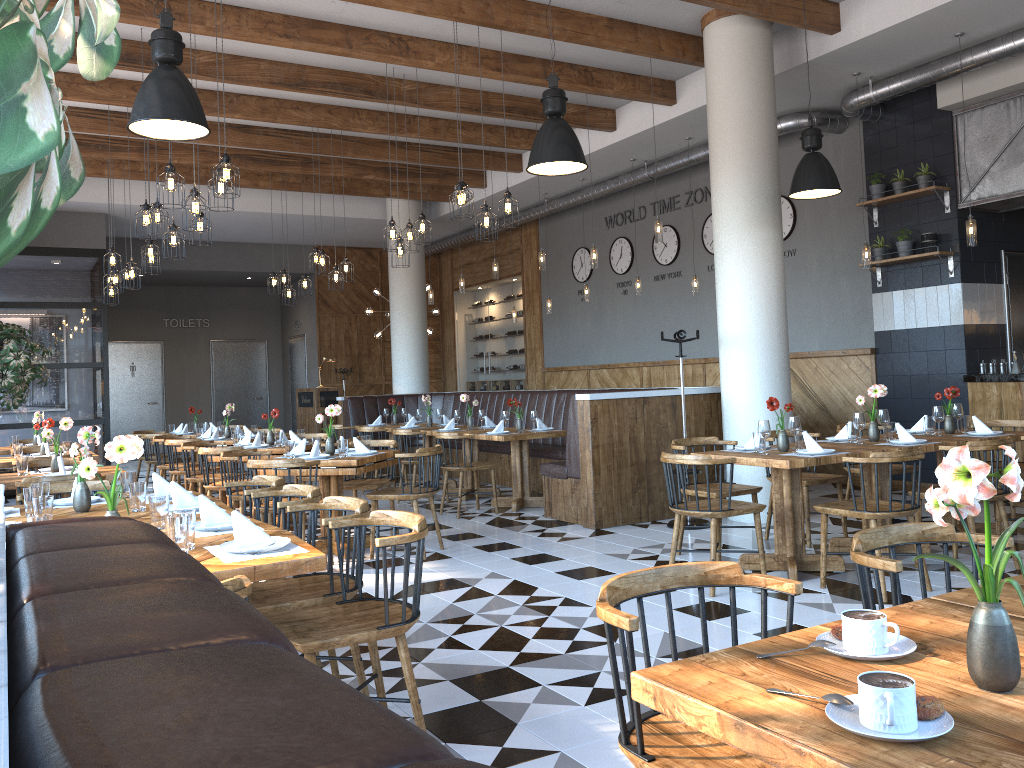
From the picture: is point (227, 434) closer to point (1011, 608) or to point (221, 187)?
point (221, 187)

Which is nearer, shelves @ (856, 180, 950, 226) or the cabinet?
the cabinet

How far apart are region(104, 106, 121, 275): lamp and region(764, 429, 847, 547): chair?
7.0m

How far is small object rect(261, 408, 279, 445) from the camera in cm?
851

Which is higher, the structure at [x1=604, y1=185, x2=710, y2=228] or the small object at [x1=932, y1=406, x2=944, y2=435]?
the structure at [x1=604, y1=185, x2=710, y2=228]

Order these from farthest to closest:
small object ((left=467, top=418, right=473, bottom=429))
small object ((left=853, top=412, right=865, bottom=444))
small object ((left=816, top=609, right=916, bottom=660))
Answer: small object ((left=467, top=418, right=473, bottom=429)) → small object ((left=853, top=412, right=865, bottom=444)) → small object ((left=816, top=609, right=916, bottom=660))

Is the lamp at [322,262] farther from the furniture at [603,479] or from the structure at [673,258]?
the structure at [673,258]

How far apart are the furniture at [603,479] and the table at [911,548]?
1.92m

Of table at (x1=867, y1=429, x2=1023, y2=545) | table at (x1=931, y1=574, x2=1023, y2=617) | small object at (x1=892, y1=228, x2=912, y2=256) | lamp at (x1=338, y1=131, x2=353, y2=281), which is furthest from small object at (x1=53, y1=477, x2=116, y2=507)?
small object at (x1=892, y1=228, x2=912, y2=256)

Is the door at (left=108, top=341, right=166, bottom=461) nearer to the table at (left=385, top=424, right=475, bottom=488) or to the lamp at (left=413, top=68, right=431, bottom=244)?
the table at (left=385, top=424, right=475, bottom=488)
